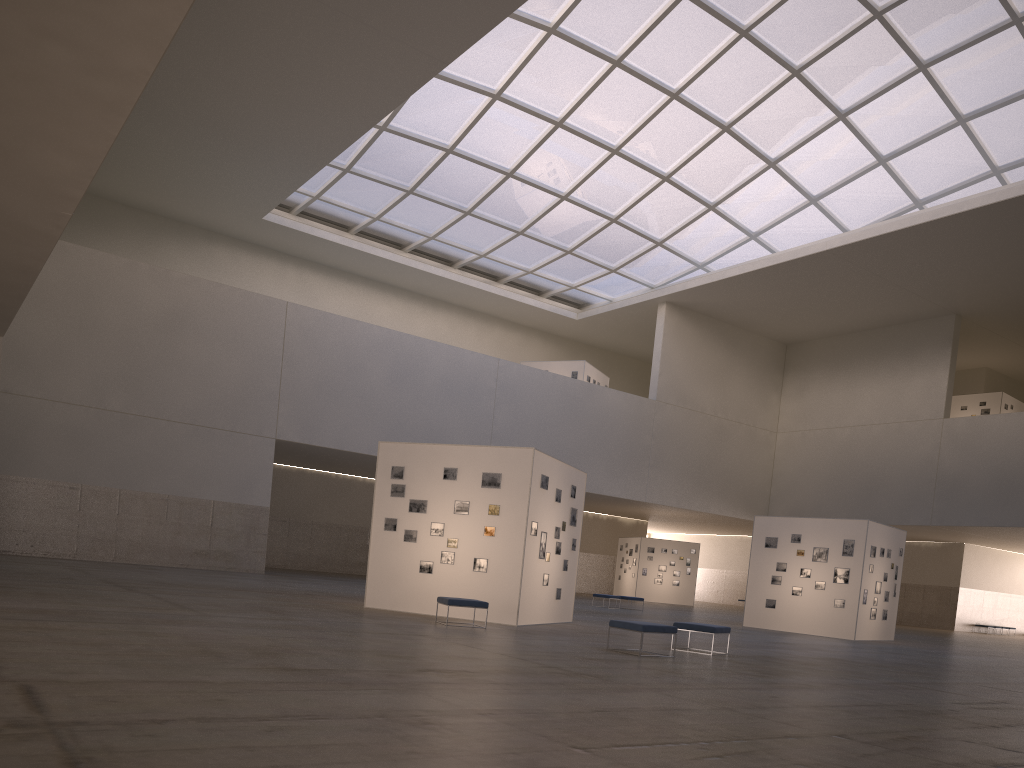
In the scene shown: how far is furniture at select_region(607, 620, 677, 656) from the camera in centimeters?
1641cm

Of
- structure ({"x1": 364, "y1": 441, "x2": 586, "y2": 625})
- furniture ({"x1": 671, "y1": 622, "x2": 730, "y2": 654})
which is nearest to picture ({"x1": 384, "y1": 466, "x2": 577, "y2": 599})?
structure ({"x1": 364, "y1": 441, "x2": 586, "y2": 625})

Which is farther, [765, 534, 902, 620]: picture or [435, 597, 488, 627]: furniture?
[765, 534, 902, 620]: picture

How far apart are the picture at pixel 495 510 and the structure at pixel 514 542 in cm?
16

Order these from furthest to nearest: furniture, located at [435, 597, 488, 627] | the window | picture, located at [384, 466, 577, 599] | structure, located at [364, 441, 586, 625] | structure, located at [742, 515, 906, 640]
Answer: the window → structure, located at [742, 515, 906, 640] → picture, located at [384, 466, 577, 599] → structure, located at [364, 441, 586, 625] → furniture, located at [435, 597, 488, 627]

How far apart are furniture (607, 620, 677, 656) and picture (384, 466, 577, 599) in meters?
5.6

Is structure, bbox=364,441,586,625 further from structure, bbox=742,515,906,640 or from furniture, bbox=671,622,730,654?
structure, bbox=742,515,906,640

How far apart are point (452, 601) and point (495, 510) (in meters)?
3.34

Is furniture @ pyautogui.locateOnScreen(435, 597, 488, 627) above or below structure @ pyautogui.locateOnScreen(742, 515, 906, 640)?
below

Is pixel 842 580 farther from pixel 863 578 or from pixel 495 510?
pixel 495 510
